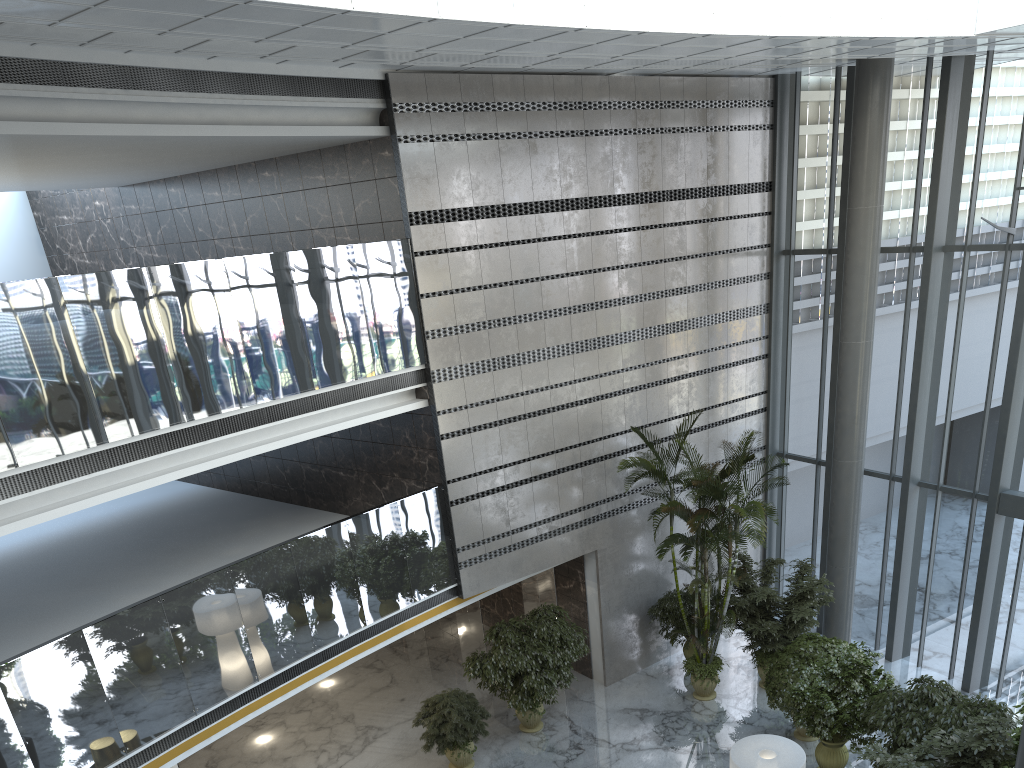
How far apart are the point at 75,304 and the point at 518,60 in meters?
5.5

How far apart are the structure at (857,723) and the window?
2.60m

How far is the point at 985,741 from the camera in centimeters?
789cm

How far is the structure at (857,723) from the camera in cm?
1011

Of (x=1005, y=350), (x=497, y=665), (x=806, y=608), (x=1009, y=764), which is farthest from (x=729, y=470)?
(x=1009, y=764)

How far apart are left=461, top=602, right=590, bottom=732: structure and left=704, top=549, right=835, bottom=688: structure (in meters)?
2.32

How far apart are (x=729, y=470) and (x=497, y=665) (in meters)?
4.10

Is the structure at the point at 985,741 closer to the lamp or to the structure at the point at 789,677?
the lamp

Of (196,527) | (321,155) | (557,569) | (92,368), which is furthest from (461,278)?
(196,527)

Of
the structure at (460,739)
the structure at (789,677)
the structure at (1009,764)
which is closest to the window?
the structure at (789,677)
